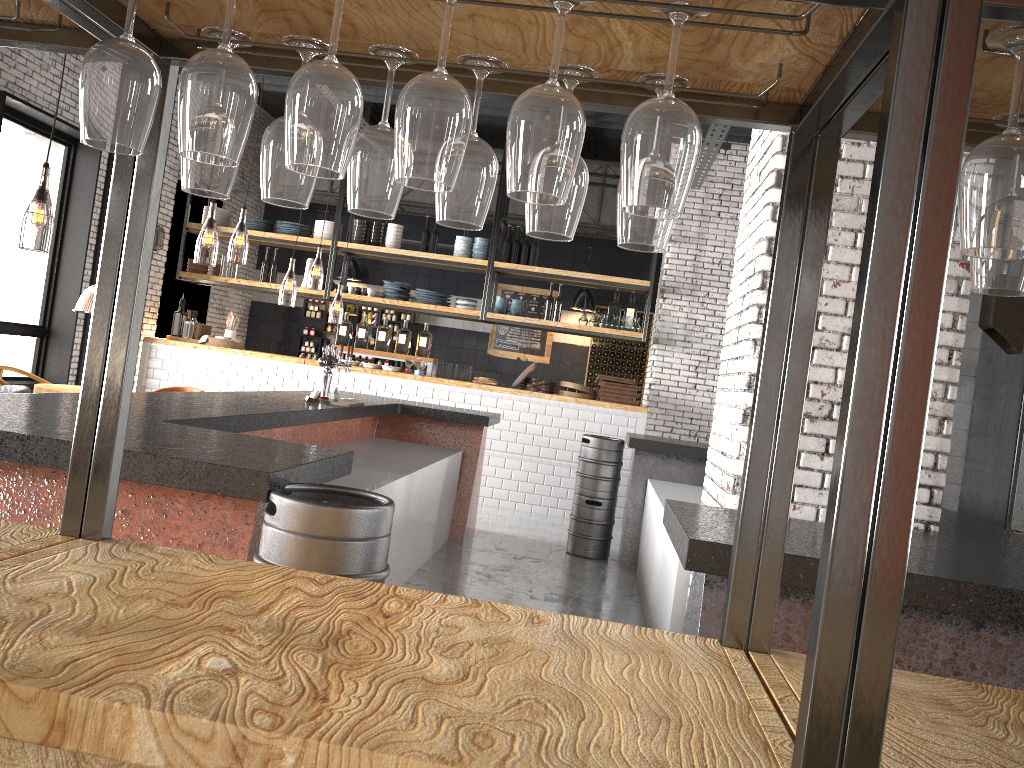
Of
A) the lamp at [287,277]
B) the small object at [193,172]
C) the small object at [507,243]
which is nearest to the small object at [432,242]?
the small object at [507,243]

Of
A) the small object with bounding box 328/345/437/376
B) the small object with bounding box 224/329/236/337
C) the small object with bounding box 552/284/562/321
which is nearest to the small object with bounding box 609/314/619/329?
the small object with bounding box 552/284/562/321

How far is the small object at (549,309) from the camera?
10.5 meters

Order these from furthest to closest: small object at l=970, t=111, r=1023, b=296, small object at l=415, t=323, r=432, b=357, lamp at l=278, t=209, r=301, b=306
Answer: lamp at l=278, t=209, r=301, b=306, small object at l=415, t=323, r=432, b=357, small object at l=970, t=111, r=1023, b=296

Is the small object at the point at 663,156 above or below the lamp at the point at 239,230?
below

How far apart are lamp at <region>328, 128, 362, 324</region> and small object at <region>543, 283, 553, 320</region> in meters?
2.8

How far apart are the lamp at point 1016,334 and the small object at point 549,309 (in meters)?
7.13

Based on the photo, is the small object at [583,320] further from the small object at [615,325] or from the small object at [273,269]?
the small object at [273,269]

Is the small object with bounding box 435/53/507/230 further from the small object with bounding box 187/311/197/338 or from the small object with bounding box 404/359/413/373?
the small object with bounding box 187/311/197/338

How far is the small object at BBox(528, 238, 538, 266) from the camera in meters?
10.4
